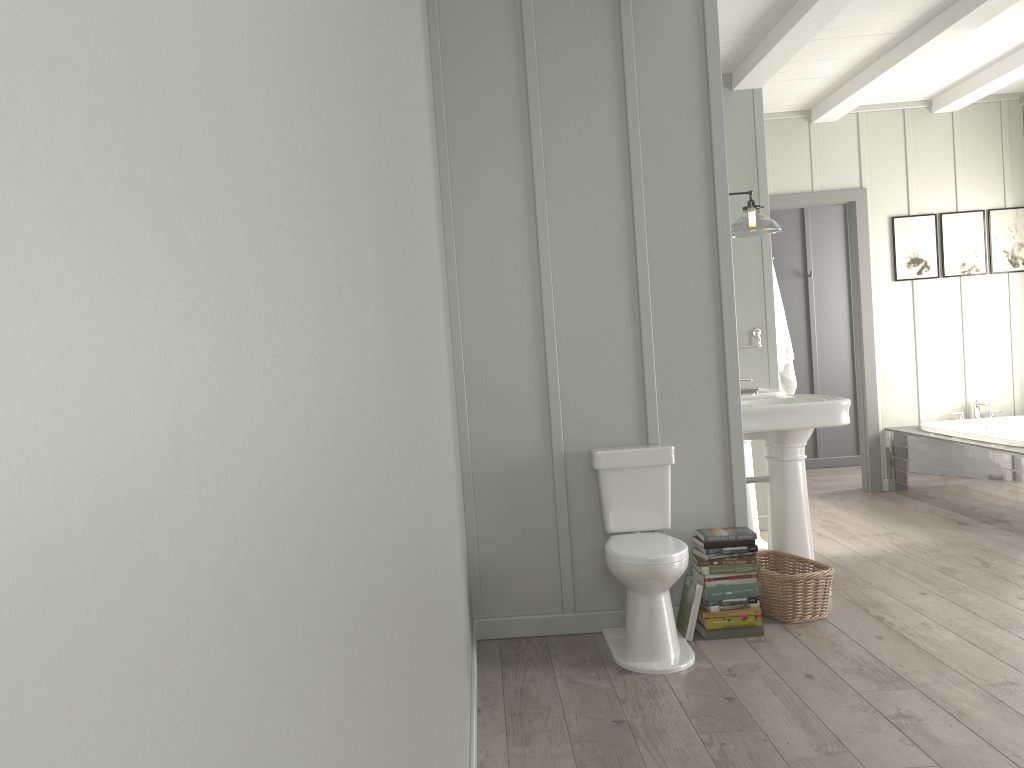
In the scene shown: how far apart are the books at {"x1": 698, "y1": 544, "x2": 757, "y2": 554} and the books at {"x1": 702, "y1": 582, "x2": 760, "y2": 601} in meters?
0.2 m

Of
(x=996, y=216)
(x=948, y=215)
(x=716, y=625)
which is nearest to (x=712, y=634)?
(x=716, y=625)

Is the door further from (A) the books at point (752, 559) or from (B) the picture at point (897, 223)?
(A) the books at point (752, 559)

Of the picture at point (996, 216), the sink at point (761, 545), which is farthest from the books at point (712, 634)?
the picture at point (996, 216)

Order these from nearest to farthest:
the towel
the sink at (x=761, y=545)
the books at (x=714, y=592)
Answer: the books at (x=714, y=592), the sink at (x=761, y=545), the towel

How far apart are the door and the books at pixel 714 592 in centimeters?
341cm

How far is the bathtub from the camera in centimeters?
544cm

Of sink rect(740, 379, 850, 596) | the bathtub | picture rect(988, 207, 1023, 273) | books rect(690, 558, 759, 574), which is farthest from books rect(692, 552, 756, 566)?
picture rect(988, 207, 1023, 273)

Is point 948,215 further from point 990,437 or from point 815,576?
point 815,576

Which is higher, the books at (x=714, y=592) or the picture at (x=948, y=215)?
the picture at (x=948, y=215)
